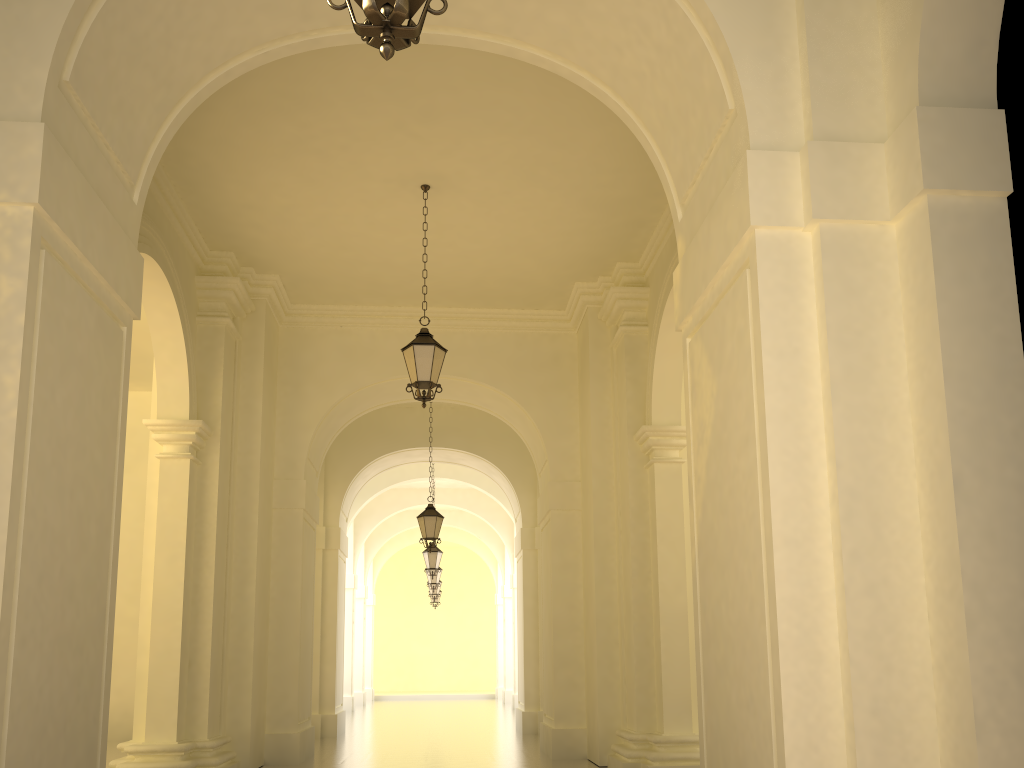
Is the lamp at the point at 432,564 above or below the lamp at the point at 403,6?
above

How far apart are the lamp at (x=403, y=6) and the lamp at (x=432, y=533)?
12.7 meters

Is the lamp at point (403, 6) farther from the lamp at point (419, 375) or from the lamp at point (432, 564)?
the lamp at point (432, 564)

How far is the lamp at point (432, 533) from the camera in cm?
1529

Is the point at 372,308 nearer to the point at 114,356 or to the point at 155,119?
the point at 155,119

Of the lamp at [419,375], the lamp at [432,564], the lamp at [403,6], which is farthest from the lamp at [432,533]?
the lamp at [403,6]

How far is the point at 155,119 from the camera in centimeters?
584cm

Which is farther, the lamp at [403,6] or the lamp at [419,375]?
the lamp at [419,375]

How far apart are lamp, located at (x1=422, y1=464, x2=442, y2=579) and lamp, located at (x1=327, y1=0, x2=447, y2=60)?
17.7 meters

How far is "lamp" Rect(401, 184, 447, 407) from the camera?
9.4 meters
